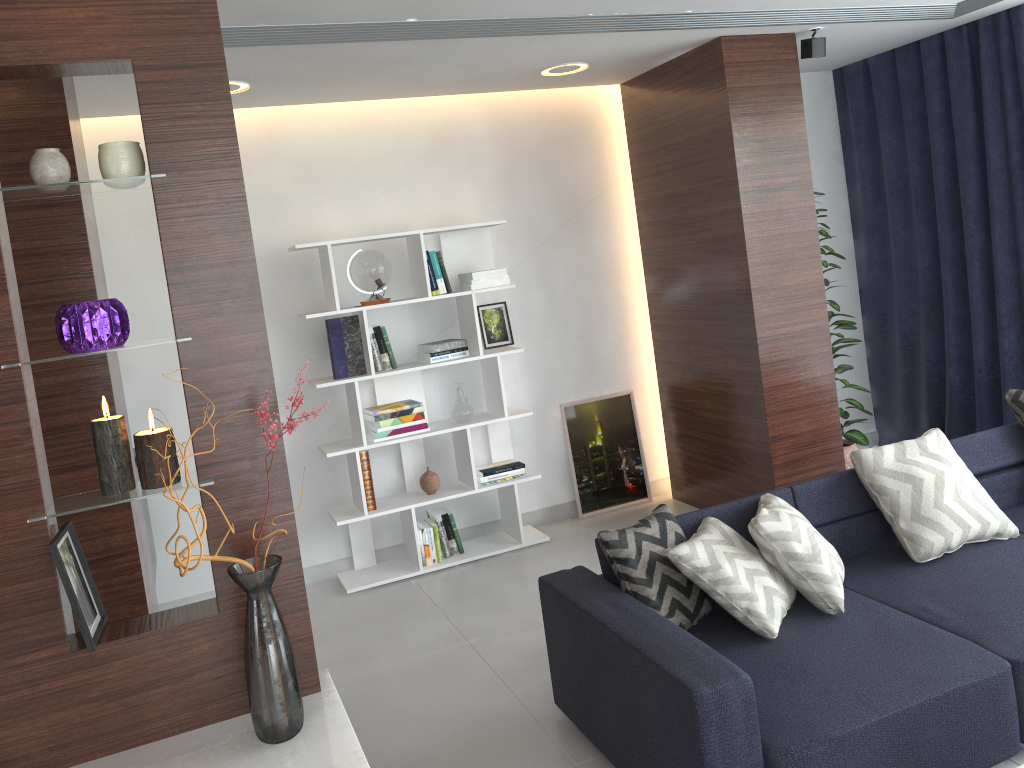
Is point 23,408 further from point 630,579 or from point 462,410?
point 462,410

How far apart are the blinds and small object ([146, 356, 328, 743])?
4.0m

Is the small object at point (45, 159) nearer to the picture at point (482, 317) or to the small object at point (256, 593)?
→ the small object at point (256, 593)

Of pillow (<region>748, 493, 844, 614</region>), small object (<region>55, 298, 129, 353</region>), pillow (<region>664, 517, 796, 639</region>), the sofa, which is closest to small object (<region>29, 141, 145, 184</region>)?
small object (<region>55, 298, 129, 353</region>)

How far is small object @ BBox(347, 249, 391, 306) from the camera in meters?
4.6 m

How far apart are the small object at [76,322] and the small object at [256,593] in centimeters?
33cm

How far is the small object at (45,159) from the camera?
1.67m

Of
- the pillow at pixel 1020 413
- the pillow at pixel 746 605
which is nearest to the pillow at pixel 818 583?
the pillow at pixel 746 605

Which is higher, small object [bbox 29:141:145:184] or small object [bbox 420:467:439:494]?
small object [bbox 29:141:145:184]

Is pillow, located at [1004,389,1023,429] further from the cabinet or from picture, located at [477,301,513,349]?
the cabinet
